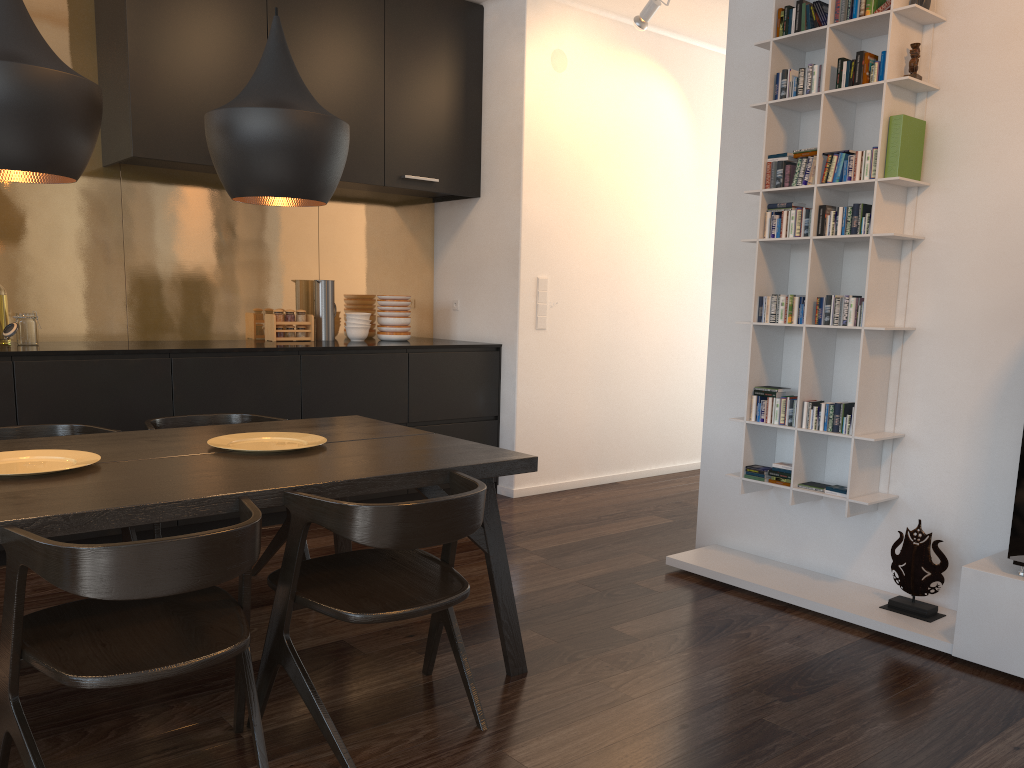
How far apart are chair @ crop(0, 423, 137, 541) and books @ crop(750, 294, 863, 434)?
2.38m

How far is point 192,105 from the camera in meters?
4.2

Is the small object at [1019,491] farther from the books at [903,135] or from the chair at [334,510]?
the chair at [334,510]

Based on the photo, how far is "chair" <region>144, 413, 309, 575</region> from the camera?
3.33m

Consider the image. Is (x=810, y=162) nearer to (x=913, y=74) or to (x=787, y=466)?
(x=913, y=74)

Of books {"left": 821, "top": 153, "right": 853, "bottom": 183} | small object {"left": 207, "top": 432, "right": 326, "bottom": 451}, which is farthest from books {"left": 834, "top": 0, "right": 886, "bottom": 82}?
small object {"left": 207, "top": 432, "right": 326, "bottom": 451}

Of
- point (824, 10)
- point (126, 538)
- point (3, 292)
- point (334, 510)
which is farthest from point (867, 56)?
point (3, 292)

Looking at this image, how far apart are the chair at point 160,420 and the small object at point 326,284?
1.58m

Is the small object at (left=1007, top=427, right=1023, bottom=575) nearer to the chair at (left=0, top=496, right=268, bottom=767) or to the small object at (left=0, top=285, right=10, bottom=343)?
the chair at (left=0, top=496, right=268, bottom=767)

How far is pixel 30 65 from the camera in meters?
2.0 m
